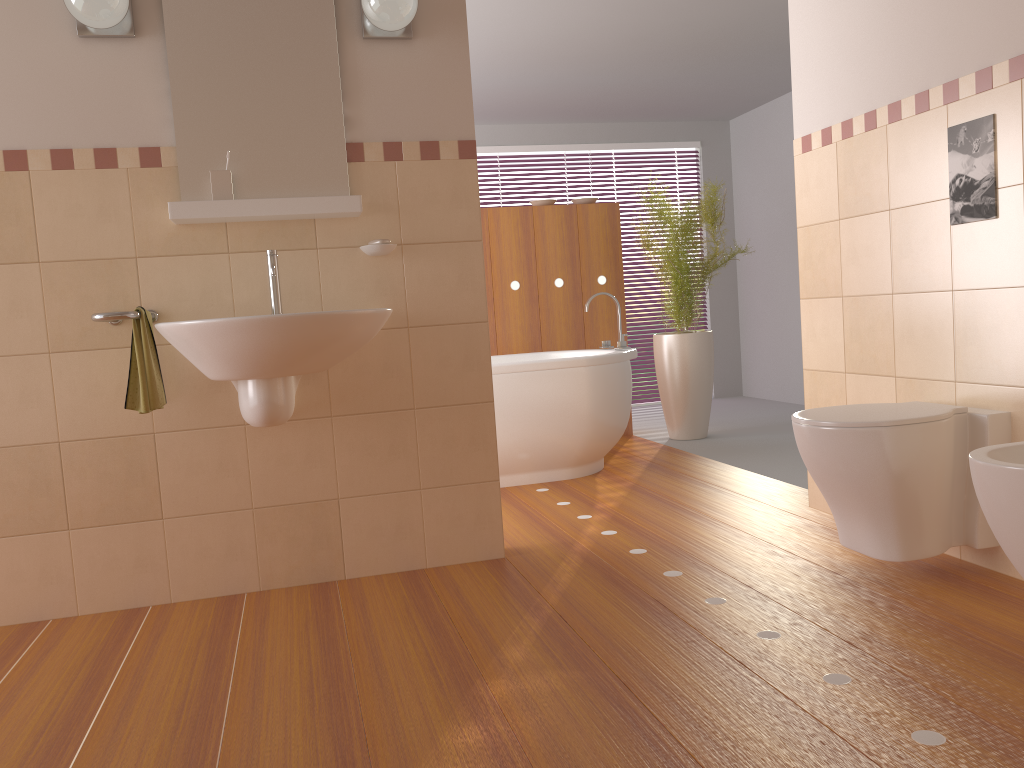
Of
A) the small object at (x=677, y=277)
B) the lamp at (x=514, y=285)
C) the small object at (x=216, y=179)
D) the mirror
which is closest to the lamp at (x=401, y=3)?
the mirror

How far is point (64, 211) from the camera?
2.6 meters

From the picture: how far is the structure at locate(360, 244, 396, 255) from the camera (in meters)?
2.76

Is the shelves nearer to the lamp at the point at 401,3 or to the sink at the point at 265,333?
the sink at the point at 265,333

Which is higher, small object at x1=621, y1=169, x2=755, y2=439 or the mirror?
the mirror

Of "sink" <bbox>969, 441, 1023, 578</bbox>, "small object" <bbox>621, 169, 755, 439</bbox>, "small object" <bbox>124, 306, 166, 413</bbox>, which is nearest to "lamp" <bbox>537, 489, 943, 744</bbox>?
"sink" <bbox>969, 441, 1023, 578</bbox>

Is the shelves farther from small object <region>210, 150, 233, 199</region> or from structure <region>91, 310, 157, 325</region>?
structure <region>91, 310, 157, 325</region>

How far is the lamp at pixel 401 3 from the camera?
2.62m

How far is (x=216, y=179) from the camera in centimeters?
262cm

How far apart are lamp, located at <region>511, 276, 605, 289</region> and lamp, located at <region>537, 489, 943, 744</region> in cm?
349
